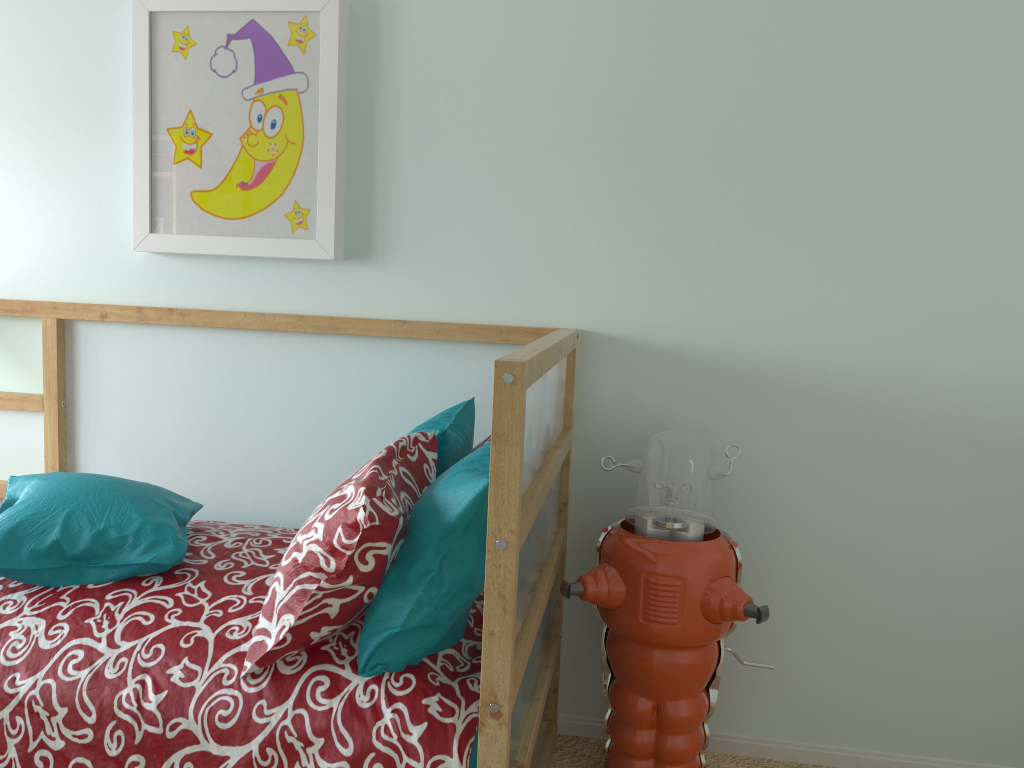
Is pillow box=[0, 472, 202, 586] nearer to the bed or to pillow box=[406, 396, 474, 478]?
the bed

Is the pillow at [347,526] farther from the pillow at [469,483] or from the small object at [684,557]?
the small object at [684,557]

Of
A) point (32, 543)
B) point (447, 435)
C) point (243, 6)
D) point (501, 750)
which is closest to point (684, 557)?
point (447, 435)

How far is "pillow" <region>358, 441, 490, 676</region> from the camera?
1.30m

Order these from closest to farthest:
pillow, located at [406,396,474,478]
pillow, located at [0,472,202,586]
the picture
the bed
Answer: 1. the bed
2. pillow, located at [0,472,202,586]
3. pillow, located at [406,396,474,478]
4. the picture

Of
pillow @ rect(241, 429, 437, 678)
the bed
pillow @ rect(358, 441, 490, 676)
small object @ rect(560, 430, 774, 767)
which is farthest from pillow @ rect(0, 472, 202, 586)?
small object @ rect(560, 430, 774, 767)

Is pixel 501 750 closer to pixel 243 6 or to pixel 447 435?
pixel 447 435

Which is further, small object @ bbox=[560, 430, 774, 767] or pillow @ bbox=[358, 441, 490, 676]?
small object @ bbox=[560, 430, 774, 767]

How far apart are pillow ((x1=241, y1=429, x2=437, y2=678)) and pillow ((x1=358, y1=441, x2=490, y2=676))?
0.0 meters

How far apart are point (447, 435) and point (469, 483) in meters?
0.4
